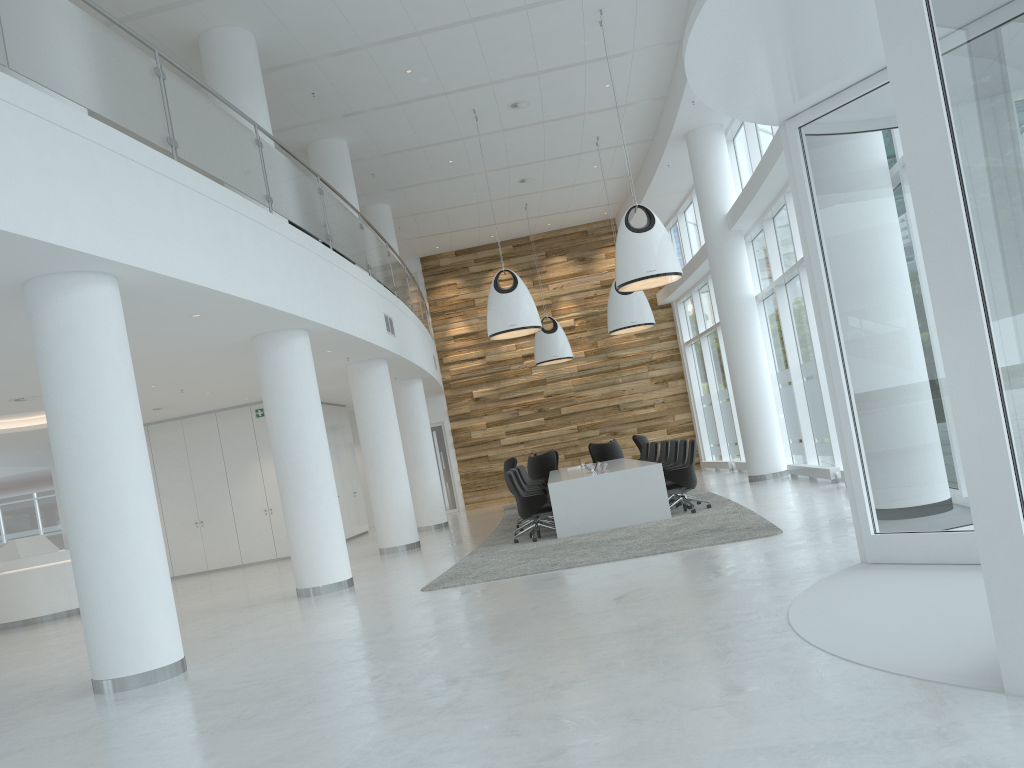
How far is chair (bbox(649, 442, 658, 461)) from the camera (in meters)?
15.64

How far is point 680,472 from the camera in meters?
11.7

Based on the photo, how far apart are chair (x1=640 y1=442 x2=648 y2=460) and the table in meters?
1.7 m

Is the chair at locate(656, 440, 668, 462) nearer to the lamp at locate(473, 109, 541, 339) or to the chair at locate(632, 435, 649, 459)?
the lamp at locate(473, 109, 541, 339)

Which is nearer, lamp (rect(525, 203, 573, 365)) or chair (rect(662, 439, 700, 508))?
chair (rect(662, 439, 700, 508))

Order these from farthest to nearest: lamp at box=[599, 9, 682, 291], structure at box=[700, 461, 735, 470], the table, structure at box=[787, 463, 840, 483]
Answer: structure at box=[700, 461, 735, 470] → structure at box=[787, 463, 840, 483] → the table → lamp at box=[599, 9, 682, 291]

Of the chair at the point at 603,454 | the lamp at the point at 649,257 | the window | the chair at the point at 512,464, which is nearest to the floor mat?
the chair at the point at 512,464

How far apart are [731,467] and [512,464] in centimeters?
481cm

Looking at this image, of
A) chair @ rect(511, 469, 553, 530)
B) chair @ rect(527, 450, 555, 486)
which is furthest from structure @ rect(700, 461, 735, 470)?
chair @ rect(511, 469, 553, 530)

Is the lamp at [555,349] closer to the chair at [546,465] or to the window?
the chair at [546,465]
